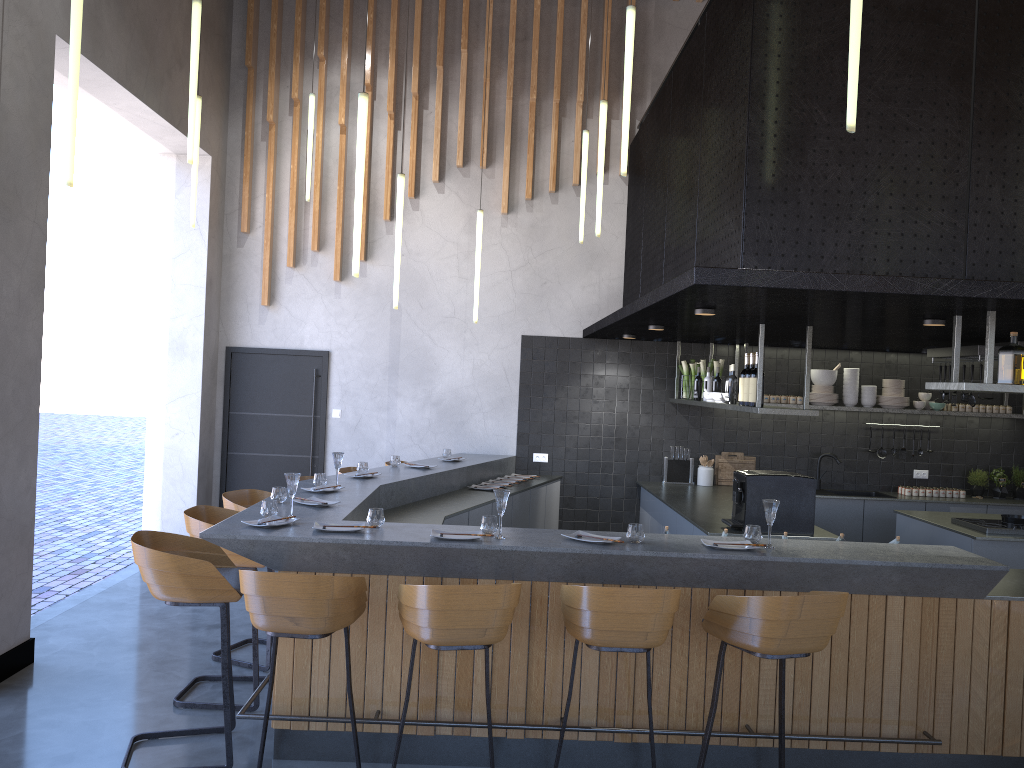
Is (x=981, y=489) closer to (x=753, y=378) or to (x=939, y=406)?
(x=939, y=406)

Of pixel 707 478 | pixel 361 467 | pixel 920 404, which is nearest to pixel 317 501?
pixel 361 467

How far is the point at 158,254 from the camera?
8.3m

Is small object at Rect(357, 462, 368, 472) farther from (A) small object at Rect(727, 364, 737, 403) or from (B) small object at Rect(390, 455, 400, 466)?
(A) small object at Rect(727, 364, 737, 403)

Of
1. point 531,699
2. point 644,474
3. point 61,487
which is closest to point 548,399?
point 644,474

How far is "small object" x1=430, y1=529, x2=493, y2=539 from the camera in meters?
4.1 m

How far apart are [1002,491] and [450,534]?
6.9m

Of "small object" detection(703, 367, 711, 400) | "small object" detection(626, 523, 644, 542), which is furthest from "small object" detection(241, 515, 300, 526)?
"small object" detection(703, 367, 711, 400)

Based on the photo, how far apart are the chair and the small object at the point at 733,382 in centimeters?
295cm

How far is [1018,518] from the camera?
6.6 meters
